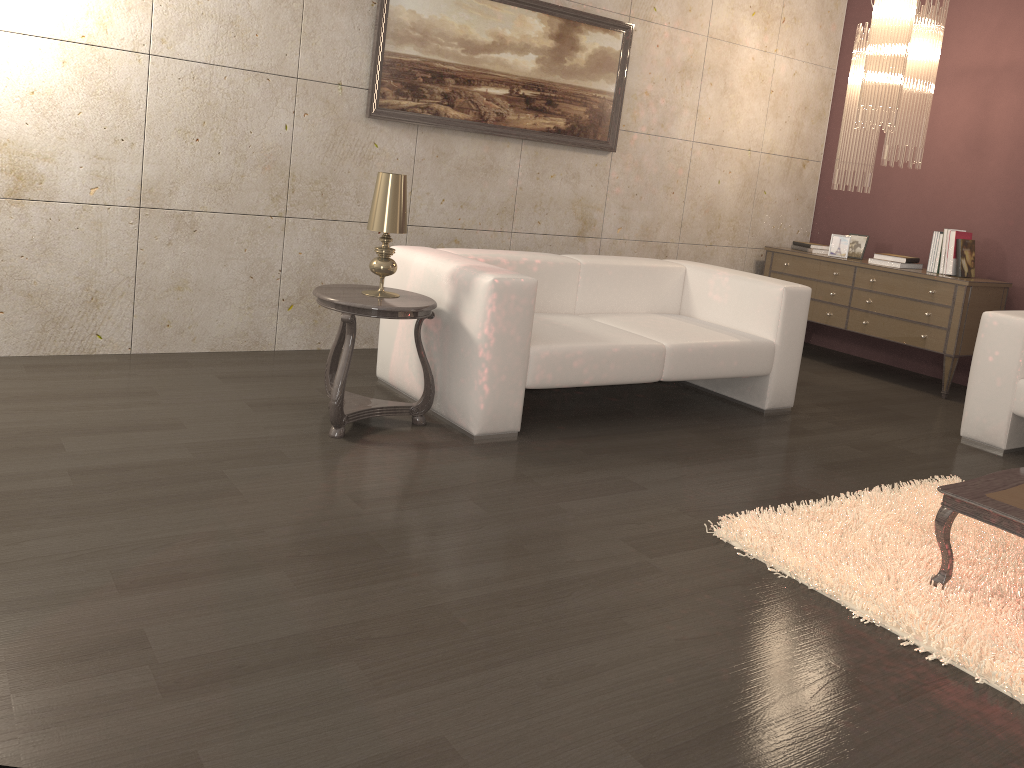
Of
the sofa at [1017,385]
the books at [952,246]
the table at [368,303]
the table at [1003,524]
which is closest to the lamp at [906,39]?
the books at [952,246]

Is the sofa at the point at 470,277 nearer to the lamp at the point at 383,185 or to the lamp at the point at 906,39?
the lamp at the point at 383,185

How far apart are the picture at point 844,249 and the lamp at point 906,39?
0.61m

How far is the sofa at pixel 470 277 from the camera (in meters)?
3.48

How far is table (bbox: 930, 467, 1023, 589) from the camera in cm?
242

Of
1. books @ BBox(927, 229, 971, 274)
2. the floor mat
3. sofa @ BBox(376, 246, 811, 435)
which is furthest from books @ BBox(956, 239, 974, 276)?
the floor mat

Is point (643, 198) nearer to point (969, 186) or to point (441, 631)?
point (969, 186)

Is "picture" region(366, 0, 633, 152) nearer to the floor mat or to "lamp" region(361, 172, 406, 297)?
"lamp" region(361, 172, 406, 297)

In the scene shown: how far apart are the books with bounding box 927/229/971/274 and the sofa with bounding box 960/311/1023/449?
1.3 meters

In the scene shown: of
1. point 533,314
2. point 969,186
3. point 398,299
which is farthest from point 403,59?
point 969,186
